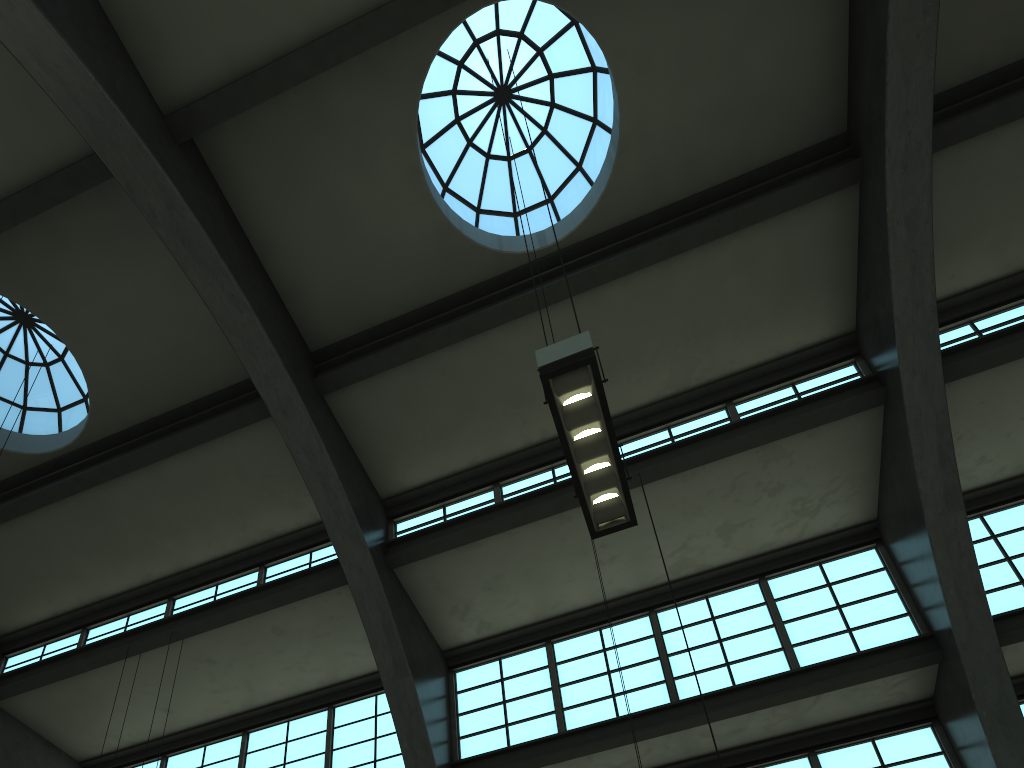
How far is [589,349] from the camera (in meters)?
6.19

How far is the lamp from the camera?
6.2 meters

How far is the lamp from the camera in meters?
6.2 m
